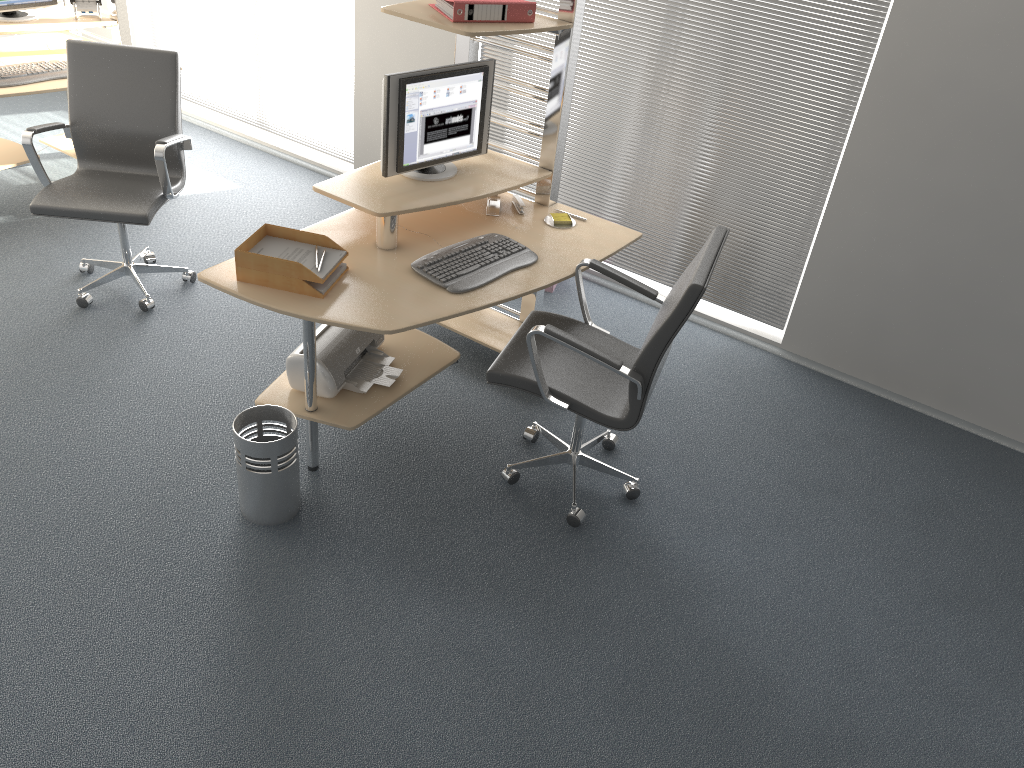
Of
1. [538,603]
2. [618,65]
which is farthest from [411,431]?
[618,65]

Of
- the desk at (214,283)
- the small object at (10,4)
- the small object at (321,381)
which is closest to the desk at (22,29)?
the small object at (10,4)

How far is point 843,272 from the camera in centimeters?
404cm

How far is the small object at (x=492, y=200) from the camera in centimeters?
363cm

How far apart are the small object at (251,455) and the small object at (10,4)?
3.0m

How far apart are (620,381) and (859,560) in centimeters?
111cm

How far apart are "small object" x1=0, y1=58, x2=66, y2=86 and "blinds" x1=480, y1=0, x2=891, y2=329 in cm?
212

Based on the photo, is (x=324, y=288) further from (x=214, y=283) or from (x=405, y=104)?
(x=405, y=104)

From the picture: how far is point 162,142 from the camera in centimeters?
375cm

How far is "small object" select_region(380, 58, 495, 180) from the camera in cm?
319
